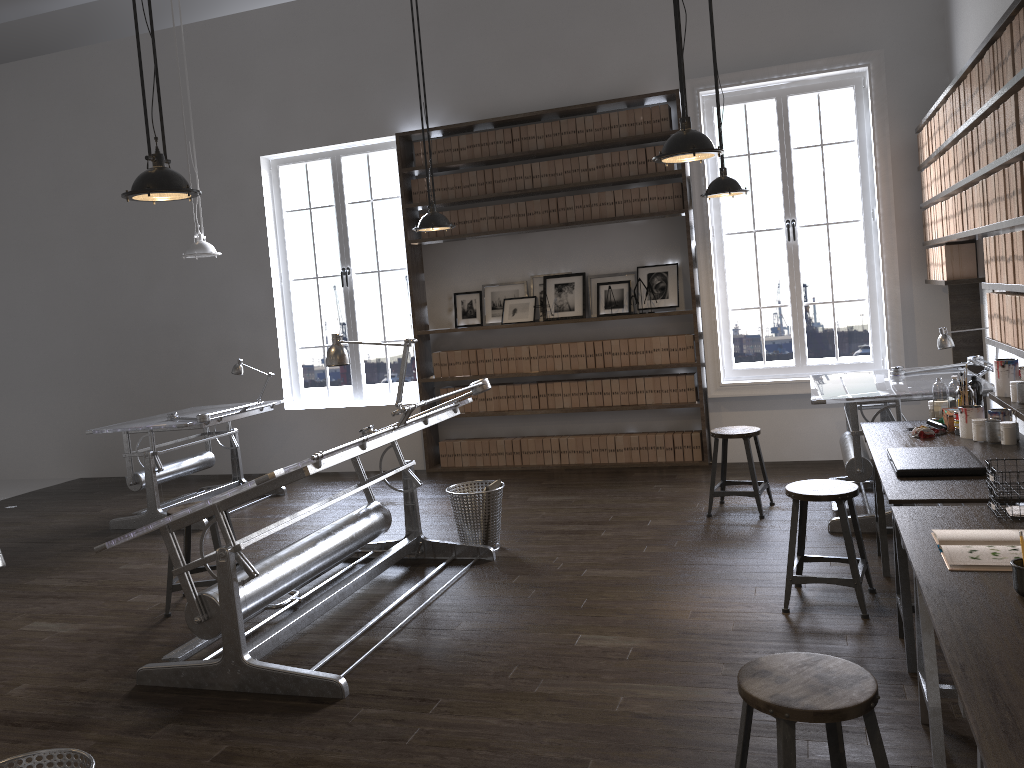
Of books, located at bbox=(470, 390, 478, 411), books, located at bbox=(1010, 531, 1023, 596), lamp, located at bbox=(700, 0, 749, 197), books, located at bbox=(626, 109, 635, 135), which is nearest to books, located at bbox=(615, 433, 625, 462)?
books, located at bbox=(470, 390, 478, 411)

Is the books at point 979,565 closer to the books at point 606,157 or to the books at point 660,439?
the books at point 660,439

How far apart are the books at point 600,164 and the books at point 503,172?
0.8m

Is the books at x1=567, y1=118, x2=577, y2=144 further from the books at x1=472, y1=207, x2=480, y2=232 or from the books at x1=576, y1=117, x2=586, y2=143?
the books at x1=472, y1=207, x2=480, y2=232

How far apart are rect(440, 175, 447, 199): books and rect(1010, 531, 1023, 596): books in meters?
6.2 m

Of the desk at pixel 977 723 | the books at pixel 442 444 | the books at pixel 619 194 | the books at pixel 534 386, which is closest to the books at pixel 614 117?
the books at pixel 619 194

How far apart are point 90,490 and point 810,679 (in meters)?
7.95

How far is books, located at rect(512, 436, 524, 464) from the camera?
7.7 meters

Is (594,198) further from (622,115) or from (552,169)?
(622,115)

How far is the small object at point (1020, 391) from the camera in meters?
4.0 m
